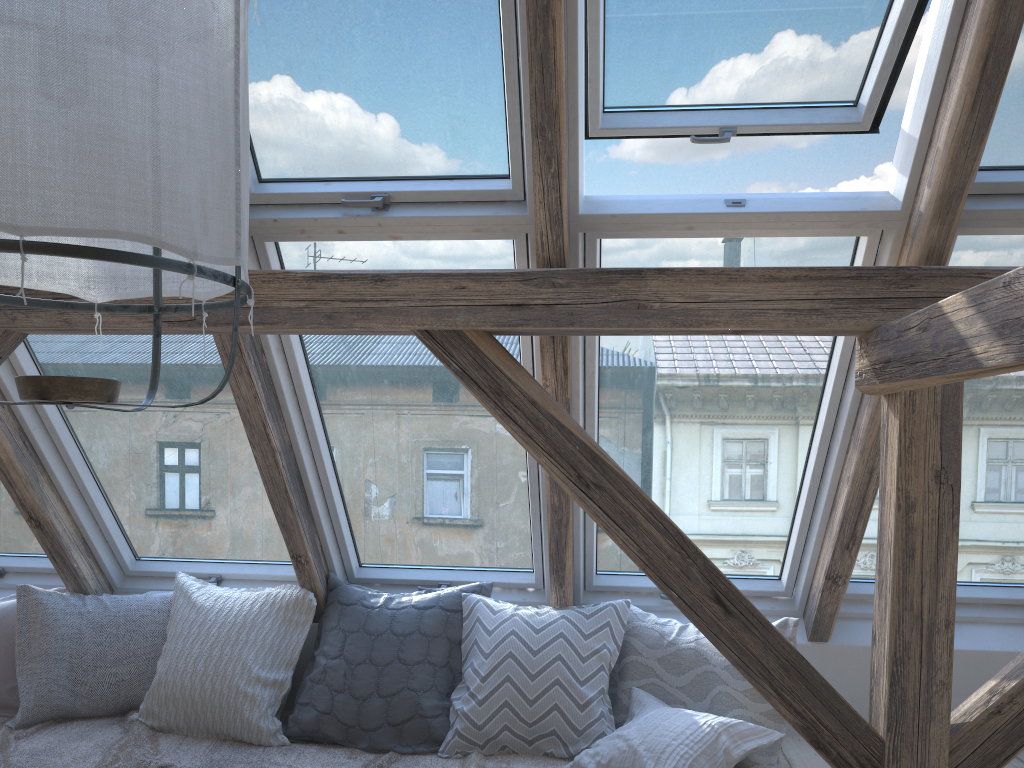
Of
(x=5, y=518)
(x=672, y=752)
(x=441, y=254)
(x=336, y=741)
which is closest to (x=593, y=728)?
(x=672, y=752)

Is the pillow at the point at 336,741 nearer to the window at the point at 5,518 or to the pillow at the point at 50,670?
the pillow at the point at 50,670

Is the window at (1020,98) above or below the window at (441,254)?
above

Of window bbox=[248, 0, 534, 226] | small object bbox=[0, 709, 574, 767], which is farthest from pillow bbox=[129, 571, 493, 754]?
window bbox=[248, 0, 534, 226]

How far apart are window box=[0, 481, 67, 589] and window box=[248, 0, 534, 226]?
1.72m

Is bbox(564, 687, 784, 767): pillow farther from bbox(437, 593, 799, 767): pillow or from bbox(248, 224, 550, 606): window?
bbox(248, 224, 550, 606): window

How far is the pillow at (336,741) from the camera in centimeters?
284cm

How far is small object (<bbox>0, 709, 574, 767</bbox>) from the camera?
2.71m

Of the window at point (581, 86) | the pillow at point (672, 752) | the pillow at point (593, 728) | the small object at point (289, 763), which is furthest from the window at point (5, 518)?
the window at point (581, 86)

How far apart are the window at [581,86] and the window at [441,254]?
0.1 meters
